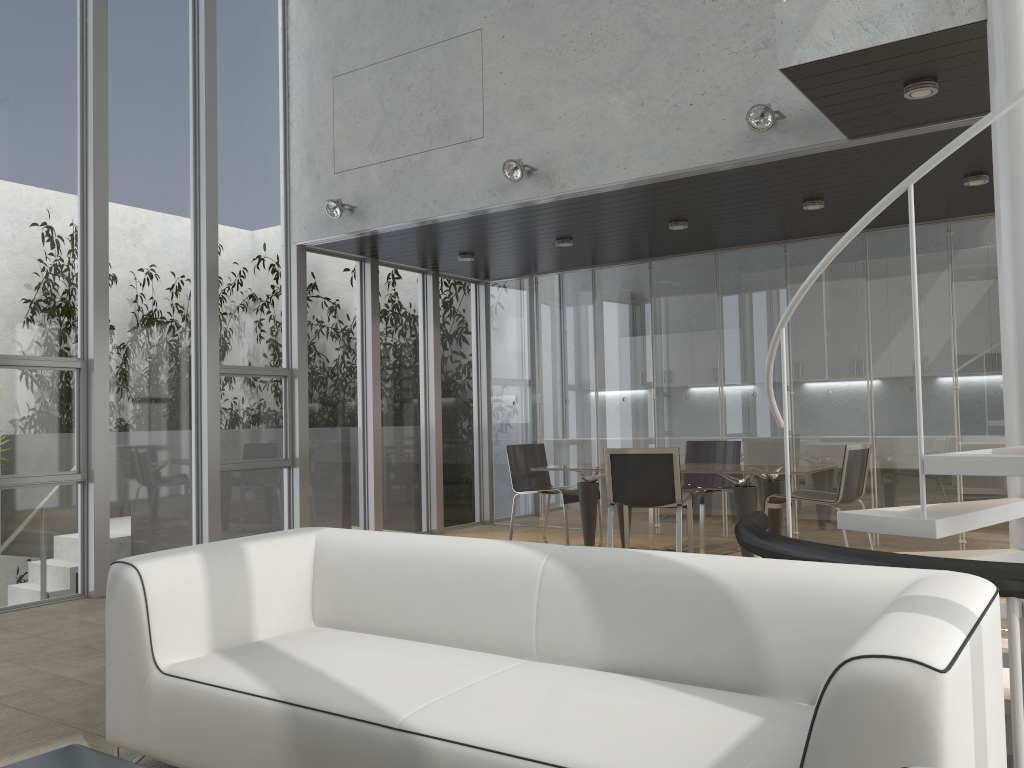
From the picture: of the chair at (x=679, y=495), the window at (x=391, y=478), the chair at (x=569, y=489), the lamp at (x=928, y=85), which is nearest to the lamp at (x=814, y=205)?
the chair at (x=679, y=495)

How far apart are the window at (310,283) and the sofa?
4.32m

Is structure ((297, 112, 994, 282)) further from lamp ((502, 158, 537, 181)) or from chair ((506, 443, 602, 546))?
chair ((506, 443, 602, 546))

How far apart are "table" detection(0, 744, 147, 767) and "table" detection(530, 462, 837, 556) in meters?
5.0 m

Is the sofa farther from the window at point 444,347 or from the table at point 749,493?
the window at point 444,347

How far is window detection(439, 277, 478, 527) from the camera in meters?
9.4 m

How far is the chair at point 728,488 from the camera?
7.4 meters

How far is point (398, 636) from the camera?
3.2 meters

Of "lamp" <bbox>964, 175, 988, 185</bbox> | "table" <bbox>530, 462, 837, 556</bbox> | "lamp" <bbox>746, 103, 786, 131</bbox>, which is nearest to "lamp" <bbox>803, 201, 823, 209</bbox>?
"lamp" <bbox>964, 175, 988, 185</bbox>

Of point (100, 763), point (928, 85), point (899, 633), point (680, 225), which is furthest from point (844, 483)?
point (100, 763)
